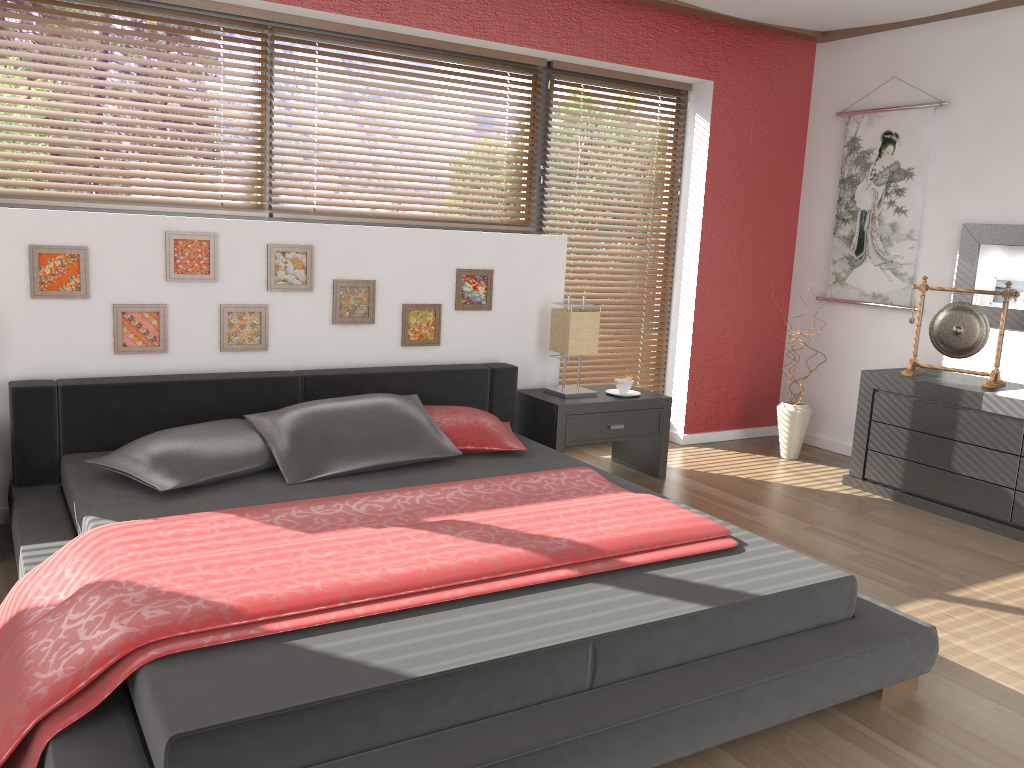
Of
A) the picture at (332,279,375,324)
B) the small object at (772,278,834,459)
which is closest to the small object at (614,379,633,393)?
the small object at (772,278,834,459)

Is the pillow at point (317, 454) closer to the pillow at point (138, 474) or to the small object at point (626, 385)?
the pillow at point (138, 474)

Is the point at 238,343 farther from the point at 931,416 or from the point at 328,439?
the point at 931,416

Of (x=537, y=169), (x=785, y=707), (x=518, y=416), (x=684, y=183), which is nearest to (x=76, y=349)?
(x=518, y=416)

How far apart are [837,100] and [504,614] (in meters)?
4.30

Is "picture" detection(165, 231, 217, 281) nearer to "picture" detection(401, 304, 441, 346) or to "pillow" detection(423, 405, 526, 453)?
"picture" detection(401, 304, 441, 346)

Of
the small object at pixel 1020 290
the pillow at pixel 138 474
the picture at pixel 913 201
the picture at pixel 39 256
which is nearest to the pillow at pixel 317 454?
the pillow at pixel 138 474

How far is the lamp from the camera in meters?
4.3 m

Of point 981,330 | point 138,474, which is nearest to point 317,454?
point 138,474

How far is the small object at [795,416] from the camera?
5.0 meters
